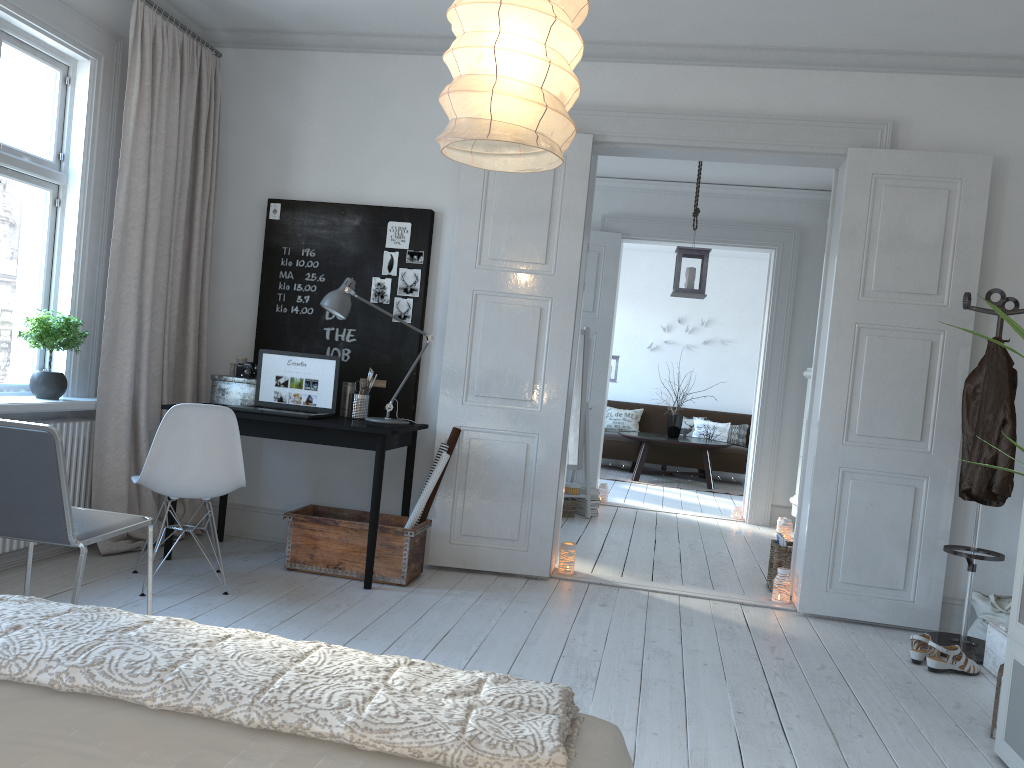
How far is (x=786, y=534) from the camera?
6.7m

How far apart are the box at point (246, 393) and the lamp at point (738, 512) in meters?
4.5 m

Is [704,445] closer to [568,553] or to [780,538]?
[780,538]

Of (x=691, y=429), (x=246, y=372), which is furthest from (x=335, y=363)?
(x=691, y=429)

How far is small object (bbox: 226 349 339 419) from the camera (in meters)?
4.54

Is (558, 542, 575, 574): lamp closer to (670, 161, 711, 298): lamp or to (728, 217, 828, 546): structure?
(670, 161, 711, 298): lamp

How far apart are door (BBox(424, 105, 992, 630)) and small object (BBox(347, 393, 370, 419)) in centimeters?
40cm

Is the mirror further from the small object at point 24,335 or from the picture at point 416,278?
the small object at point 24,335

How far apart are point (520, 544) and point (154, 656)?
3.4 meters

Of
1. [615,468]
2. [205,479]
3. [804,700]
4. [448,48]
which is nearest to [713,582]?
[804,700]
